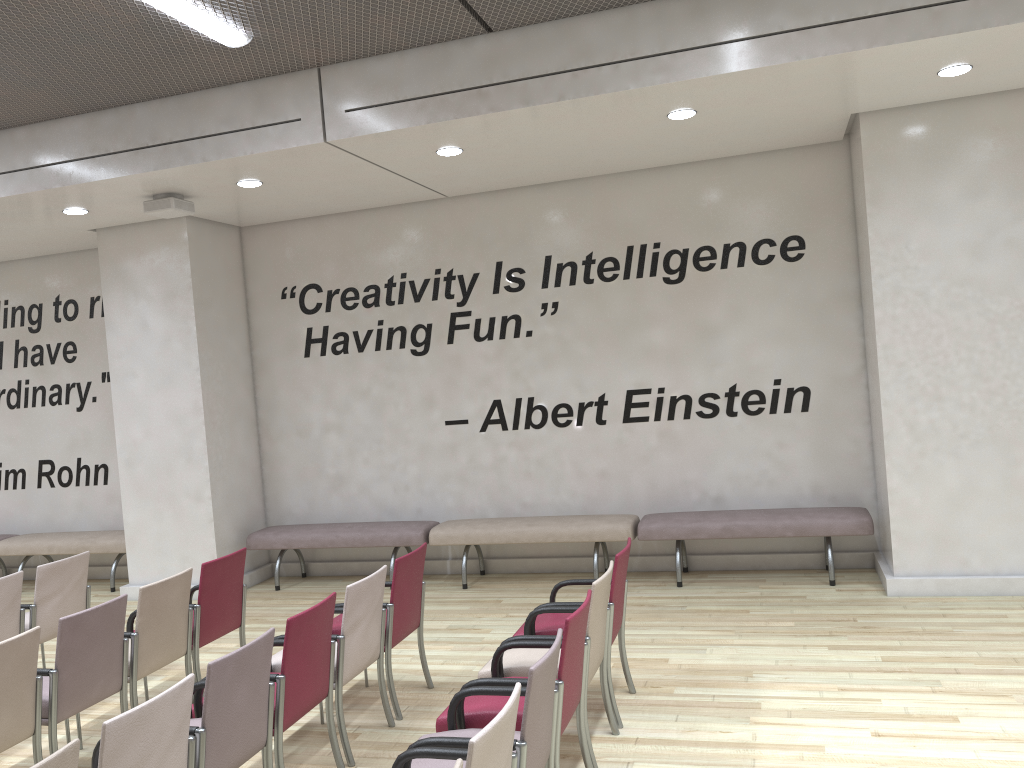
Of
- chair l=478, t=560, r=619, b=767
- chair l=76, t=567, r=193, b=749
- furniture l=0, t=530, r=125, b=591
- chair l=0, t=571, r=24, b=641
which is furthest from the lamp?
furniture l=0, t=530, r=125, b=591

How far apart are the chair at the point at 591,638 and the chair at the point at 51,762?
1.9m

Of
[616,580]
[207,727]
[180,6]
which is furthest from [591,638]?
[180,6]

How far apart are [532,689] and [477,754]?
0.5 meters

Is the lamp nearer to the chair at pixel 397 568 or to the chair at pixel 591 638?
the chair at pixel 397 568

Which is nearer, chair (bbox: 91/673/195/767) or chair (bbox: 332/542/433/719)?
chair (bbox: 91/673/195/767)

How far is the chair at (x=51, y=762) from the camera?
2.5 meters

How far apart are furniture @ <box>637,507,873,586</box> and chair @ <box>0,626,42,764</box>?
4.5m

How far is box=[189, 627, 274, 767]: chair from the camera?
3.3m

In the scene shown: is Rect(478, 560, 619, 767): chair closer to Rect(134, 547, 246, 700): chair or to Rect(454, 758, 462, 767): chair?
Rect(454, 758, 462, 767): chair
